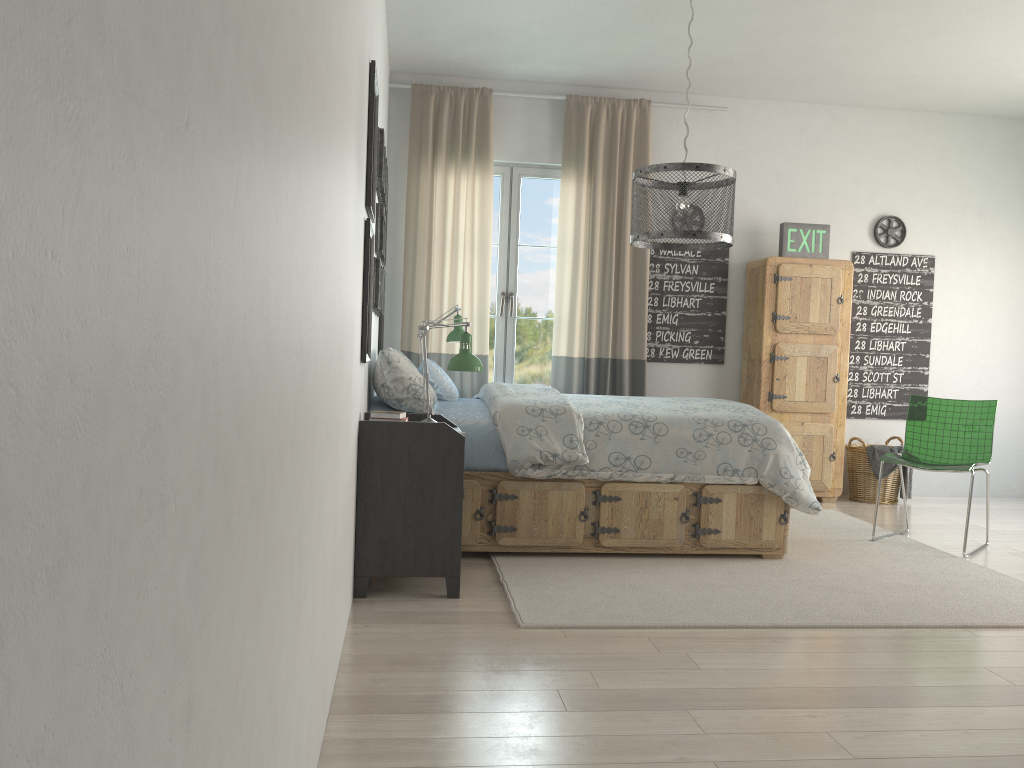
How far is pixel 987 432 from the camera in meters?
4.5 m

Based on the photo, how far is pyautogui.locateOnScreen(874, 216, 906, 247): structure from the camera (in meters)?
Result: 6.07

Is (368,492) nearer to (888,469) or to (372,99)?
(372,99)

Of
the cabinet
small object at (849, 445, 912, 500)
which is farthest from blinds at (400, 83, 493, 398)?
small object at (849, 445, 912, 500)

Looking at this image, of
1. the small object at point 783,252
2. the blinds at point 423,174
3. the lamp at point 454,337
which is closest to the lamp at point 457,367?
the lamp at point 454,337

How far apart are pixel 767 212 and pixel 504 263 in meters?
1.8

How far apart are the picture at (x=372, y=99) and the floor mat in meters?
1.5 m

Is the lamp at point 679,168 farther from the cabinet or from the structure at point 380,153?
the cabinet

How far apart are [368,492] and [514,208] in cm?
311

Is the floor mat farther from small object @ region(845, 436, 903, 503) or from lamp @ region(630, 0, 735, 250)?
lamp @ region(630, 0, 735, 250)
